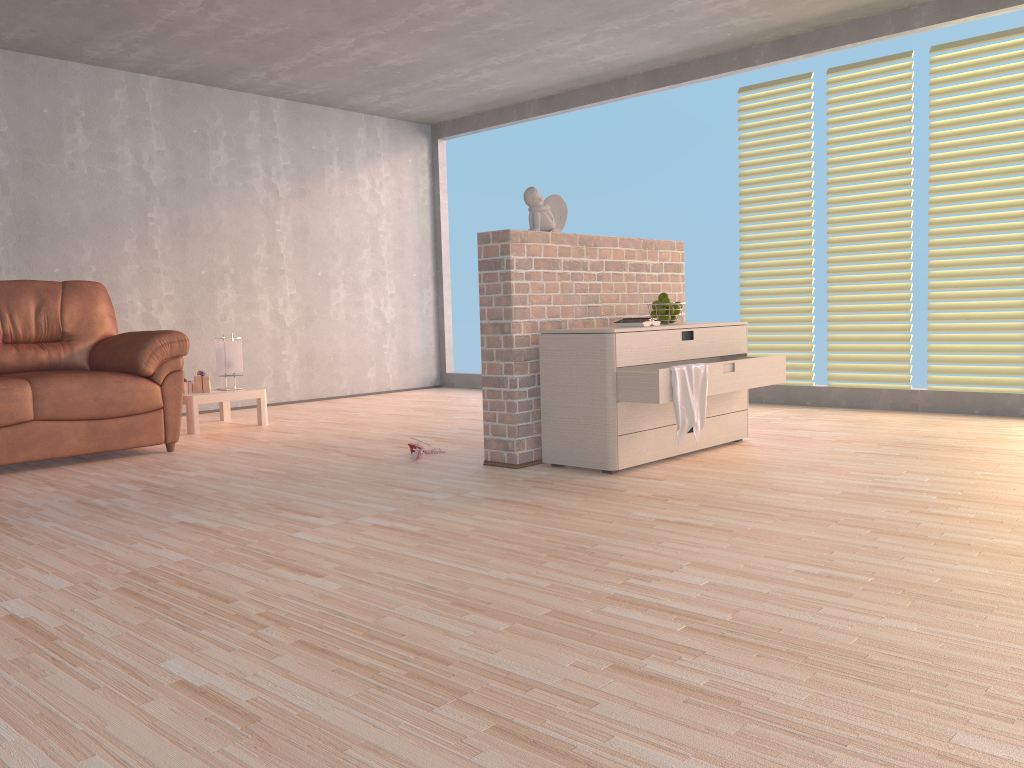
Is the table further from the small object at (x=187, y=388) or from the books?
the books

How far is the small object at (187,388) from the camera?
5.70m

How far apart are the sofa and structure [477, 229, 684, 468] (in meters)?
1.81

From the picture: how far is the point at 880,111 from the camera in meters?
5.6

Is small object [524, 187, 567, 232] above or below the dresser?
above

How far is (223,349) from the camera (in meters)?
5.84

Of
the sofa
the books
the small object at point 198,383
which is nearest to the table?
the small object at point 198,383

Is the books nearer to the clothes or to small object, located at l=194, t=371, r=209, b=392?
the clothes

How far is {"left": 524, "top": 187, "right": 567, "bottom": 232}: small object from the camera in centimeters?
409cm

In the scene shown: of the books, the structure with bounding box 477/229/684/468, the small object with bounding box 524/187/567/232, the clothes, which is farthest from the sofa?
the clothes
